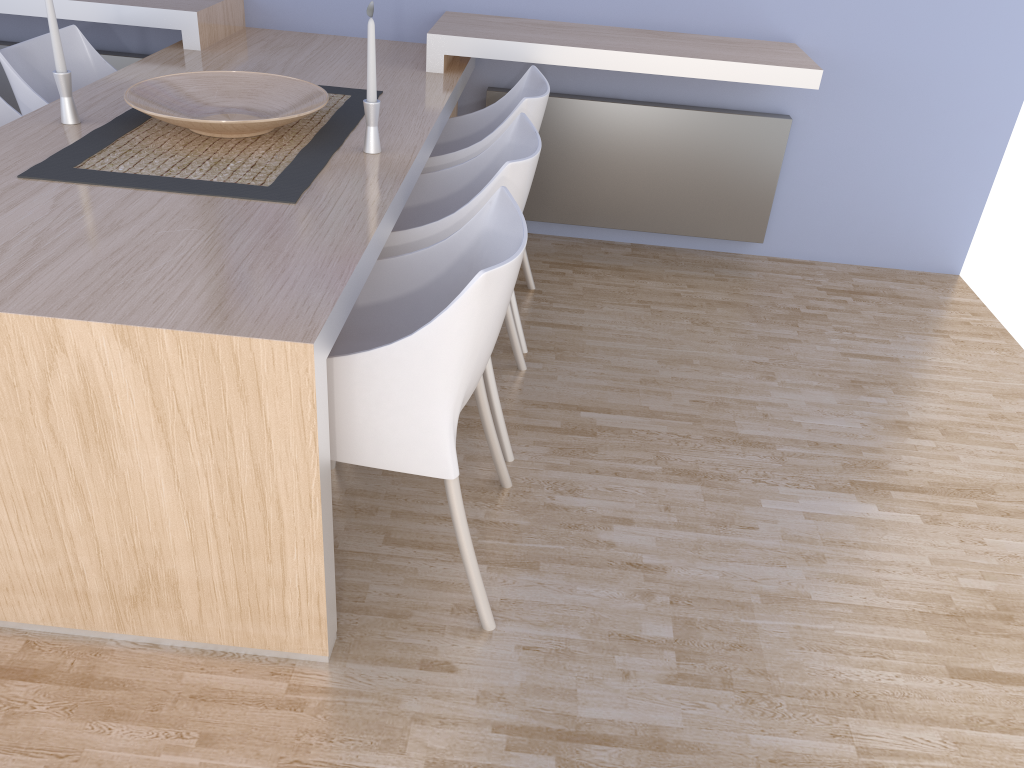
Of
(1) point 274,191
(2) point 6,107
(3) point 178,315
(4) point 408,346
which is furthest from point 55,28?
(4) point 408,346

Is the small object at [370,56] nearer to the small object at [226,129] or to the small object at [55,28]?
the small object at [226,129]

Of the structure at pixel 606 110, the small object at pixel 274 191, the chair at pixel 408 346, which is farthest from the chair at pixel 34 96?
the chair at pixel 408 346

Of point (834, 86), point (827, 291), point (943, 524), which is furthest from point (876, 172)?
point (943, 524)

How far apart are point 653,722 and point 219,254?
1.2 meters

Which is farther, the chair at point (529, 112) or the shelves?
the shelves

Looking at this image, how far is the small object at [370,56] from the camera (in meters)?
2.07

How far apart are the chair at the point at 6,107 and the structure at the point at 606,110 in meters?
1.1

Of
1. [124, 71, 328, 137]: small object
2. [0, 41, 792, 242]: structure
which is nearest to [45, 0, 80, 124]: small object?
[124, 71, 328, 137]: small object

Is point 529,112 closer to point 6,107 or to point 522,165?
point 522,165
